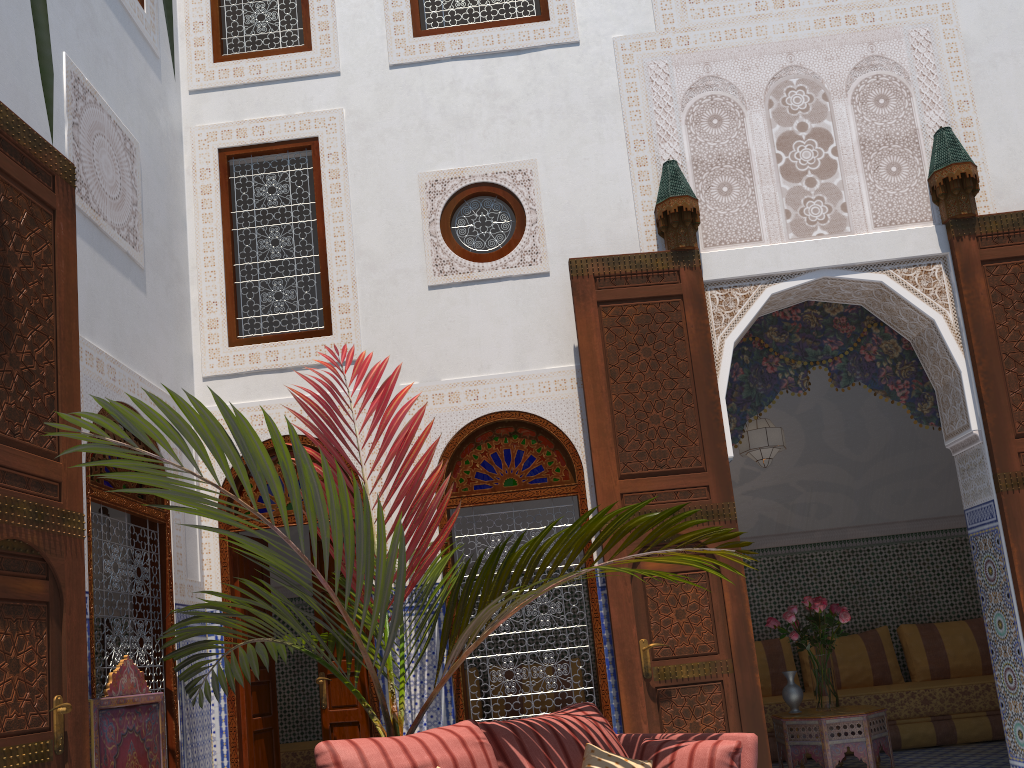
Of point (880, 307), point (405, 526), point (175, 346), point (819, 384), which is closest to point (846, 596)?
point (819, 384)

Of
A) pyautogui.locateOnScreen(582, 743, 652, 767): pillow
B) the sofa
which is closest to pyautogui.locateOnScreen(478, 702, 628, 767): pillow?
pyautogui.locateOnScreen(582, 743, 652, 767): pillow

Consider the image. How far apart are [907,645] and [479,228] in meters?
3.8 m

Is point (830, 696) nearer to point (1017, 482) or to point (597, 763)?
point (1017, 482)

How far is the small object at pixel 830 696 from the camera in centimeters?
432cm

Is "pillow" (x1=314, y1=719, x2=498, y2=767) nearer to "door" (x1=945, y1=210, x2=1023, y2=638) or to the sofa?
the sofa

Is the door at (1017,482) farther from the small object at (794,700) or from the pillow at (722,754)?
the pillow at (722,754)

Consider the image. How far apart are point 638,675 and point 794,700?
1.4 meters

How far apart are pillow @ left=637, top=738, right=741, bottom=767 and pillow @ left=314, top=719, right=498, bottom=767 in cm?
50

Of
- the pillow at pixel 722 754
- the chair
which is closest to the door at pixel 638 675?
the pillow at pixel 722 754
